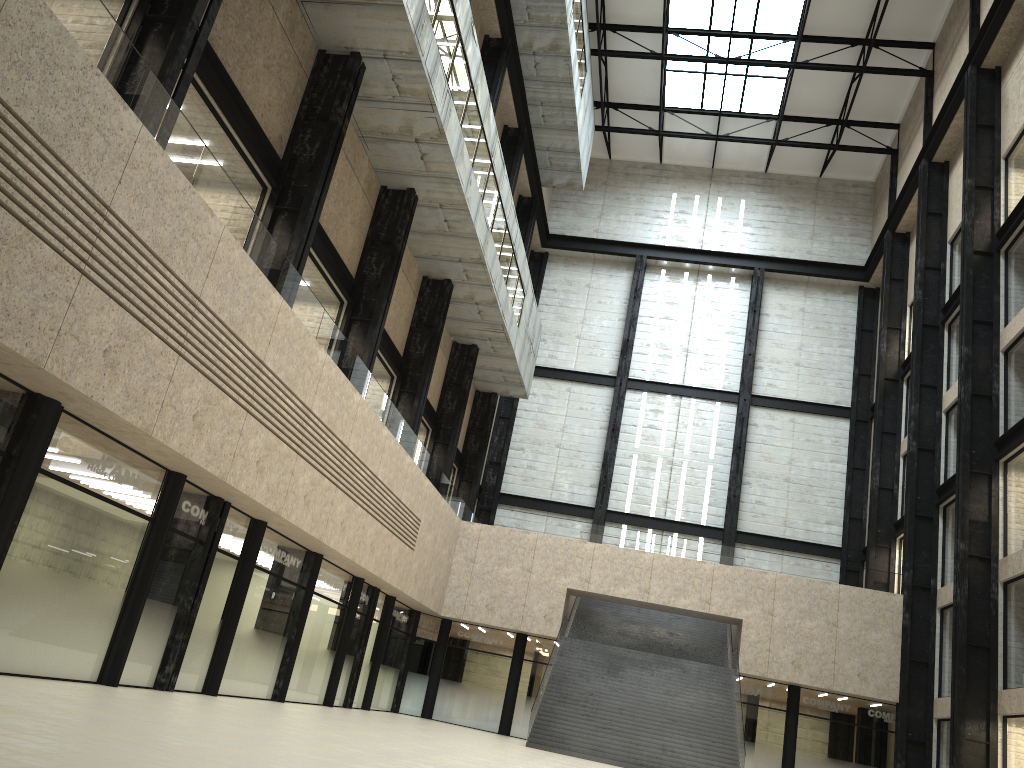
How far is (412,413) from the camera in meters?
46.6 m
